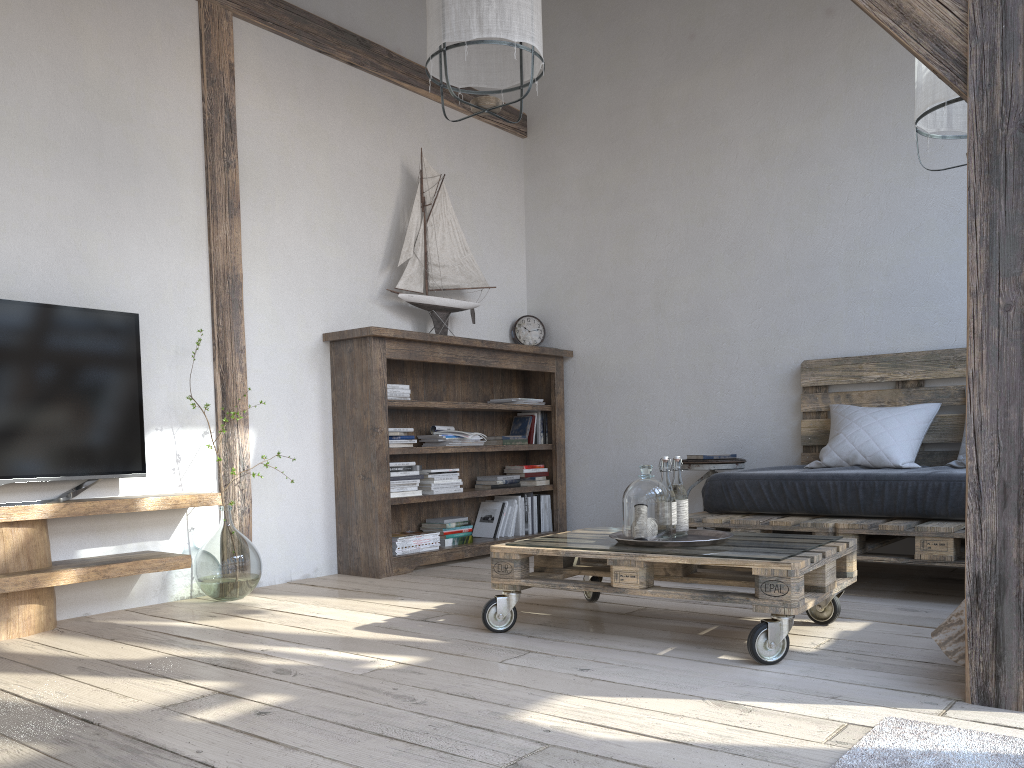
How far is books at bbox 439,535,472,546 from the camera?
4.54m

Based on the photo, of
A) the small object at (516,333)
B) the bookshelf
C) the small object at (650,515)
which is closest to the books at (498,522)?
the bookshelf

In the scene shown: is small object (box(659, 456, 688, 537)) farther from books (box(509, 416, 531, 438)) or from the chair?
books (box(509, 416, 531, 438))

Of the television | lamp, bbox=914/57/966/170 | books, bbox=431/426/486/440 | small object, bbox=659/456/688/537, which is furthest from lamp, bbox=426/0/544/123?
books, bbox=431/426/486/440

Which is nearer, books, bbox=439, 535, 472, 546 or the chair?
the chair

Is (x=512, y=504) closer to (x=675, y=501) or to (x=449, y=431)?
(x=449, y=431)

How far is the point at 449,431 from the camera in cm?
463

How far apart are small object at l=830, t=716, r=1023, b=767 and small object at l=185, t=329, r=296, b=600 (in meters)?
2.50

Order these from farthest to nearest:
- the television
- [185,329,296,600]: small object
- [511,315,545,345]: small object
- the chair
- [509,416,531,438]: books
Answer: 1. [511,315,545,345]: small object
2. [509,416,531,438]: books
3. the chair
4. [185,329,296,600]: small object
5. the television

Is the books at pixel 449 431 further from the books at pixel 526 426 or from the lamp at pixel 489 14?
the lamp at pixel 489 14
